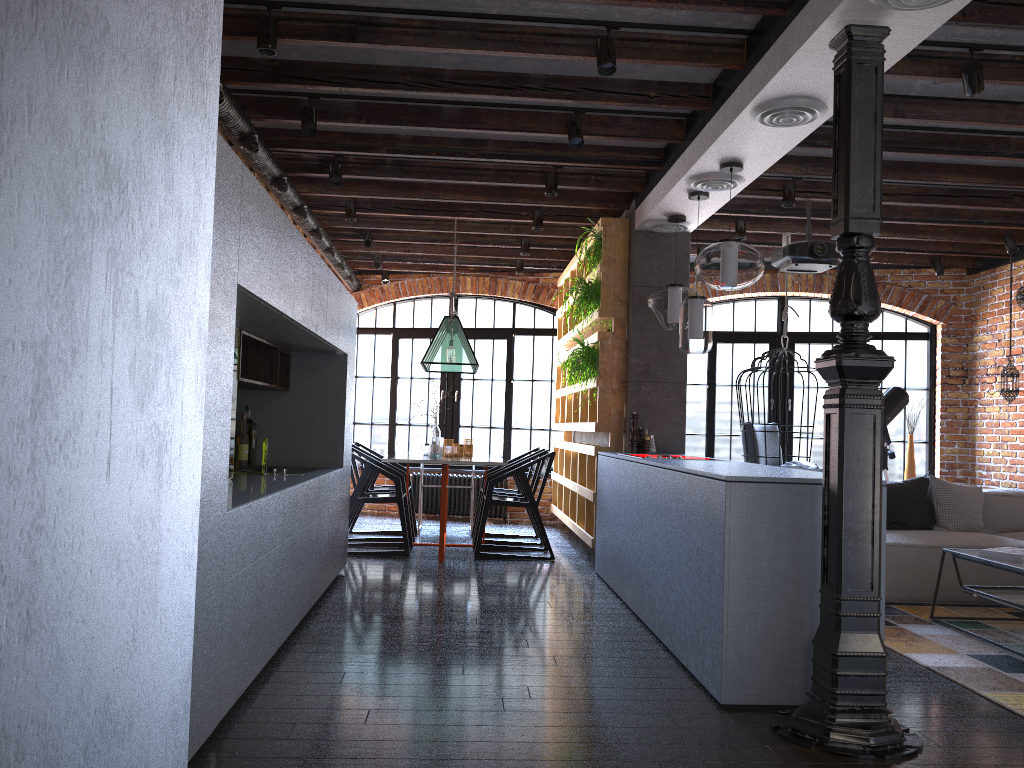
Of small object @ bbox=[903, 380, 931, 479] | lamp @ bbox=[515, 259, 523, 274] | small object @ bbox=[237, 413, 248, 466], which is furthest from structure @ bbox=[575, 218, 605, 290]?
small object @ bbox=[903, 380, 931, 479]

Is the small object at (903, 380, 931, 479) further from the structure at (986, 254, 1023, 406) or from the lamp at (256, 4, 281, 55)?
the lamp at (256, 4, 281, 55)

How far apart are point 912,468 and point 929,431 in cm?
46

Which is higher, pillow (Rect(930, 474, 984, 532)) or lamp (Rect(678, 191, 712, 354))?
lamp (Rect(678, 191, 712, 354))

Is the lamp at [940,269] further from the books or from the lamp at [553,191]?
the lamp at [553,191]

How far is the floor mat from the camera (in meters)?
3.60

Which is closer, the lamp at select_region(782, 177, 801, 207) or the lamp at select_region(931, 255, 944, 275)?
the lamp at select_region(782, 177, 801, 207)

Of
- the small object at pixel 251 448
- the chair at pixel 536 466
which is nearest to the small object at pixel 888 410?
the chair at pixel 536 466

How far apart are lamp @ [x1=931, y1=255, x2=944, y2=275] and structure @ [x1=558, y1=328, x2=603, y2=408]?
3.6m

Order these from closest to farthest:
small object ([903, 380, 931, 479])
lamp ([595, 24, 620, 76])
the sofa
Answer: lamp ([595, 24, 620, 76]) < the sofa < small object ([903, 380, 931, 479])
